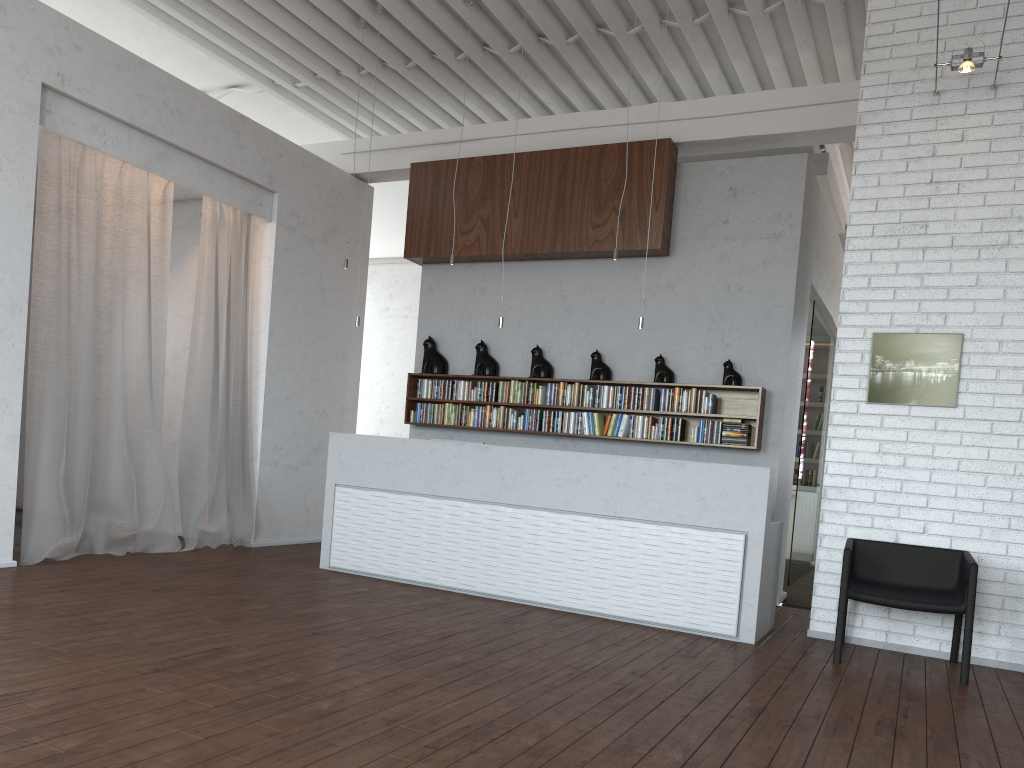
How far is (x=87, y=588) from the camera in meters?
5.3
